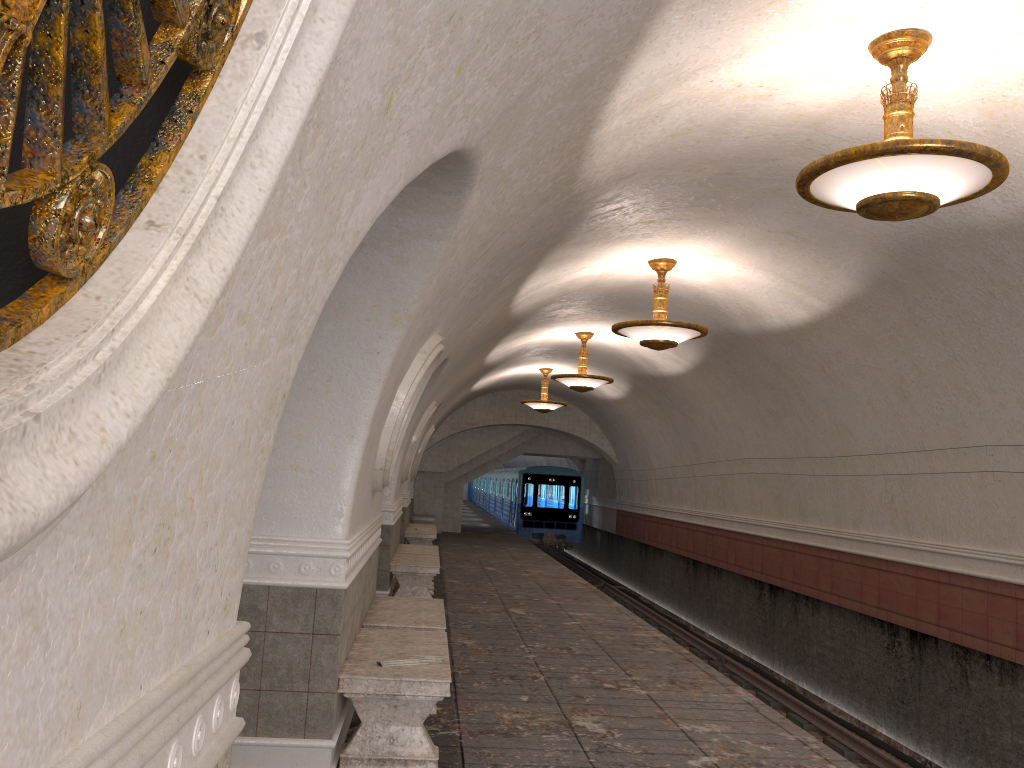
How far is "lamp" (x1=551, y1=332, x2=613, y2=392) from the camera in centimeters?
1373cm

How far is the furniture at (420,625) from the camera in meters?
6.5 m

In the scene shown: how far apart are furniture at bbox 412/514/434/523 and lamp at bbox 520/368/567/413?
5.73m

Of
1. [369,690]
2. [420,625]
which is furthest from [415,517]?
[369,690]

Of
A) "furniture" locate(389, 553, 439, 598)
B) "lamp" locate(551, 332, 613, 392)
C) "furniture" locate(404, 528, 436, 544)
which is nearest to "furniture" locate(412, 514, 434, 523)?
"furniture" locate(404, 528, 436, 544)

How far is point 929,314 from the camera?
7.78m

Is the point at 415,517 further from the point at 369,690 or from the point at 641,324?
the point at 369,690

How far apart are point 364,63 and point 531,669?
6.71m

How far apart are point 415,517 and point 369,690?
18.28m

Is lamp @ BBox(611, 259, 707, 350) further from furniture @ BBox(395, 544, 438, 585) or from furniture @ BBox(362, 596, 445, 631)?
furniture @ BBox(395, 544, 438, 585)
